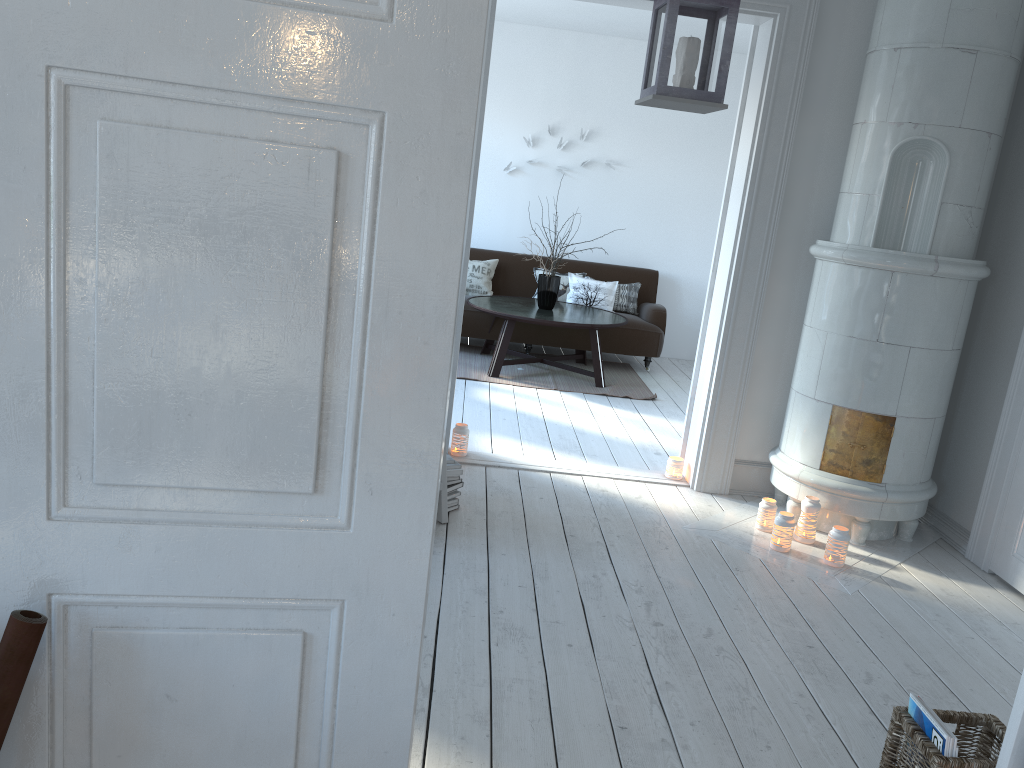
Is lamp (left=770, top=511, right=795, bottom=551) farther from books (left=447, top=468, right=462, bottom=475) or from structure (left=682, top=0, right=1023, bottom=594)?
books (left=447, top=468, right=462, bottom=475)

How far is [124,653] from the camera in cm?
131

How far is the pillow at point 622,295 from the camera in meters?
7.9

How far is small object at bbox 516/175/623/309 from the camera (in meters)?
7.00

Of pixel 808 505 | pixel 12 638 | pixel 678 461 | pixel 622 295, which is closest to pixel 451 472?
pixel 678 461

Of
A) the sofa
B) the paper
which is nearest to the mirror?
the paper

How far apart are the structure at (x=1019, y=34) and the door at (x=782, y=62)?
0.2 meters

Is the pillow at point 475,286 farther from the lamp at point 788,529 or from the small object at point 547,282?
the lamp at point 788,529

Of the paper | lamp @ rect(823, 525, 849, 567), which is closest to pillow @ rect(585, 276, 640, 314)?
lamp @ rect(823, 525, 849, 567)

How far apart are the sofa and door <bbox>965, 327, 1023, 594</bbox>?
3.74m
